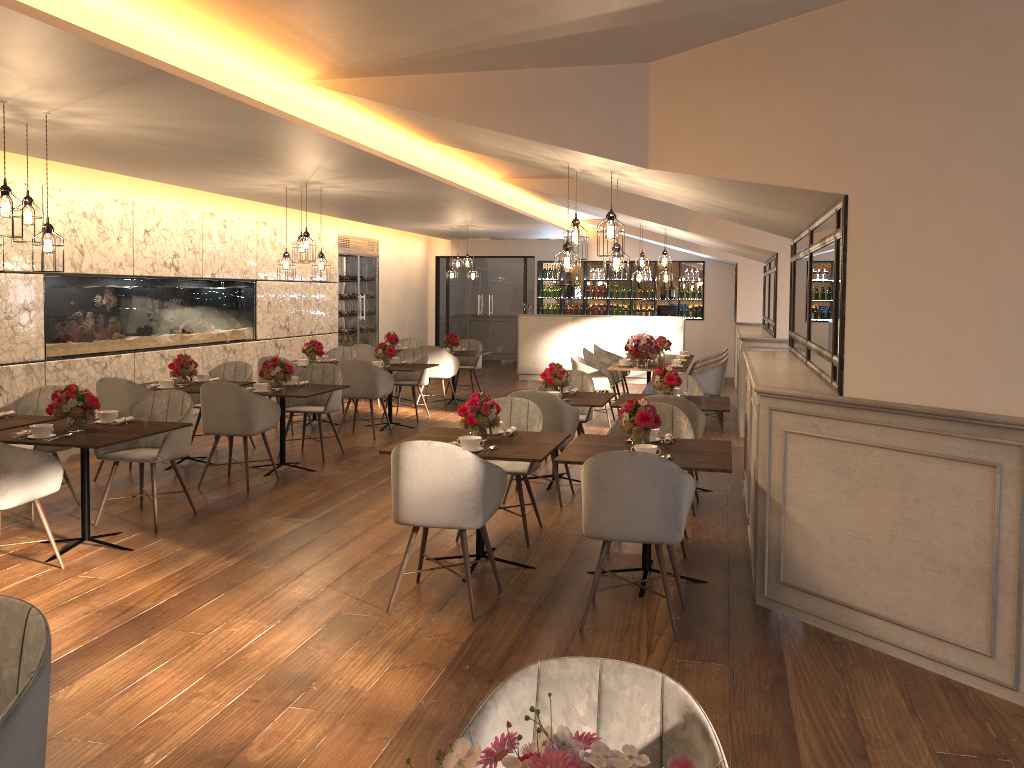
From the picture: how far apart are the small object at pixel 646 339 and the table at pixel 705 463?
5.31m

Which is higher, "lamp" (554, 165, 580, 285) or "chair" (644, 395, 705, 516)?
"lamp" (554, 165, 580, 285)

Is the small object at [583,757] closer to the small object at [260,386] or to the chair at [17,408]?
the chair at [17,408]

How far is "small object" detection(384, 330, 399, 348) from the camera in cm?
1277

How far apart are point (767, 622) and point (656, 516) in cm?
85

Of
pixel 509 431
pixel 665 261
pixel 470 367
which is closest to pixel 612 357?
pixel 665 261

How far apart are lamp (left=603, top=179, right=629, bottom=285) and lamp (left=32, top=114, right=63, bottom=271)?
3.6m

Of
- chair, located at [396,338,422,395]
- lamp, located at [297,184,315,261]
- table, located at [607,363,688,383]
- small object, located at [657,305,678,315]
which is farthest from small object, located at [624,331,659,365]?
small object, located at [657,305,678,315]

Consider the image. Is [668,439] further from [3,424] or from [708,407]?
[3,424]

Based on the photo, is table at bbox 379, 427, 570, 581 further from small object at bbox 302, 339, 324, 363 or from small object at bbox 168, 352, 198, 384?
small object at bbox 302, 339, 324, 363
